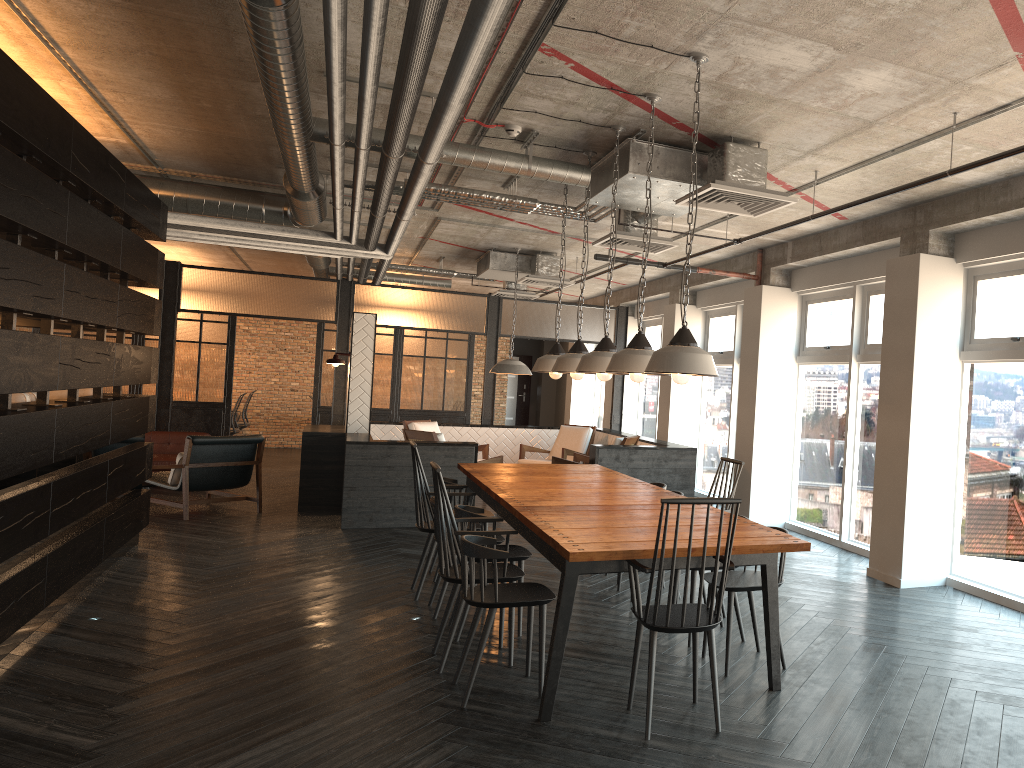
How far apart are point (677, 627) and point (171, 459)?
9.1 meters

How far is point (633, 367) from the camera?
4.5 meters

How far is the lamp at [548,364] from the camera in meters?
6.5

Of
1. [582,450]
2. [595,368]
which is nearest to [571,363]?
[595,368]

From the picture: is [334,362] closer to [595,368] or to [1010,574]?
[595,368]

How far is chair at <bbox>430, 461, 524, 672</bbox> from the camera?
4.5m

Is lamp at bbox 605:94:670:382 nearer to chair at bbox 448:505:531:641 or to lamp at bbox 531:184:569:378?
chair at bbox 448:505:531:641

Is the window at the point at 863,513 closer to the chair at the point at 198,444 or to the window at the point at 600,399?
the chair at the point at 198,444

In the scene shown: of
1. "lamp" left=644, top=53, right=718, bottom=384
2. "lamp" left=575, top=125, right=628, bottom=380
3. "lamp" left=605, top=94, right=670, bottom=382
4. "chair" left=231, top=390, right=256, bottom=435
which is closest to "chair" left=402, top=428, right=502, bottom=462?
"lamp" left=575, top=125, right=628, bottom=380

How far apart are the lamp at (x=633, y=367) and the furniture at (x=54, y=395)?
4.8m
